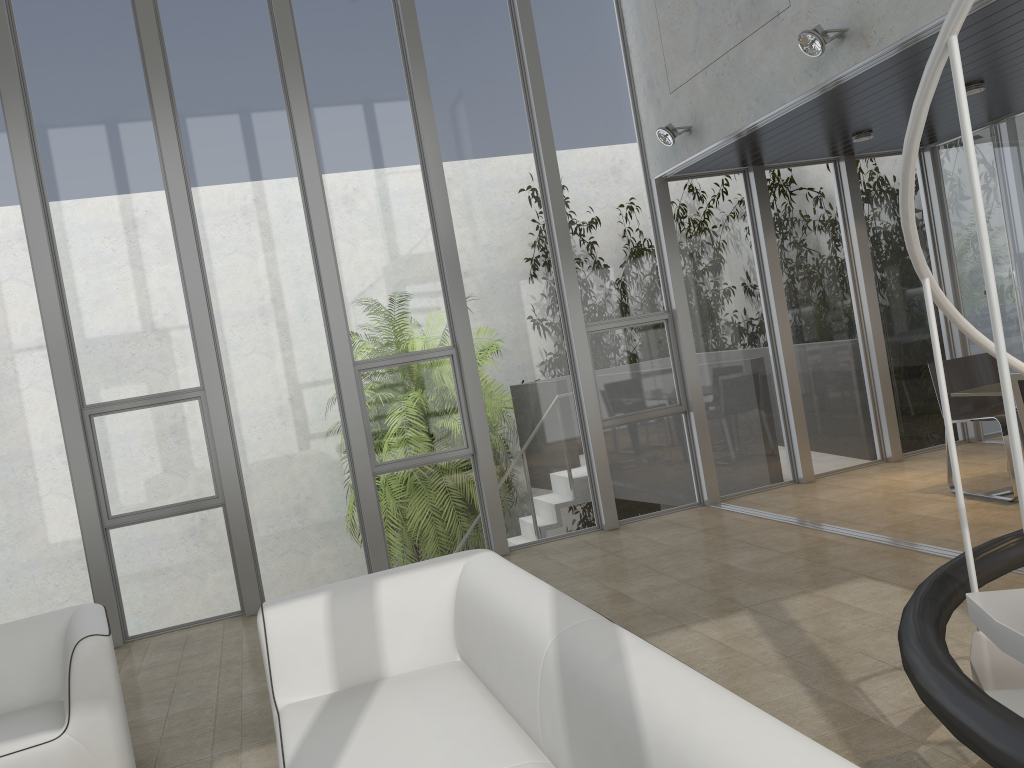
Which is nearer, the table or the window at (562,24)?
the table

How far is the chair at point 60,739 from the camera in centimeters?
324cm

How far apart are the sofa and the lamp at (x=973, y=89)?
4.6 meters

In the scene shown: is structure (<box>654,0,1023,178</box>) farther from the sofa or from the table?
the sofa

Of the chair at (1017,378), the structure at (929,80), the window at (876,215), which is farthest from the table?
the structure at (929,80)

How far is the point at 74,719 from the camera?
3.26m

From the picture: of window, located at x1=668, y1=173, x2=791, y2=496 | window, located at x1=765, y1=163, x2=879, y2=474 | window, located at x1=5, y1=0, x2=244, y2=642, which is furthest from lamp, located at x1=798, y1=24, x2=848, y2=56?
window, located at x1=5, y1=0, x2=244, y2=642

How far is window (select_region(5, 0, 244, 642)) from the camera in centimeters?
598cm

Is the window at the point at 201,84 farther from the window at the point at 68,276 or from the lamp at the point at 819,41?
the lamp at the point at 819,41

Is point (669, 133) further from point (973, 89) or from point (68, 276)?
point (68, 276)
